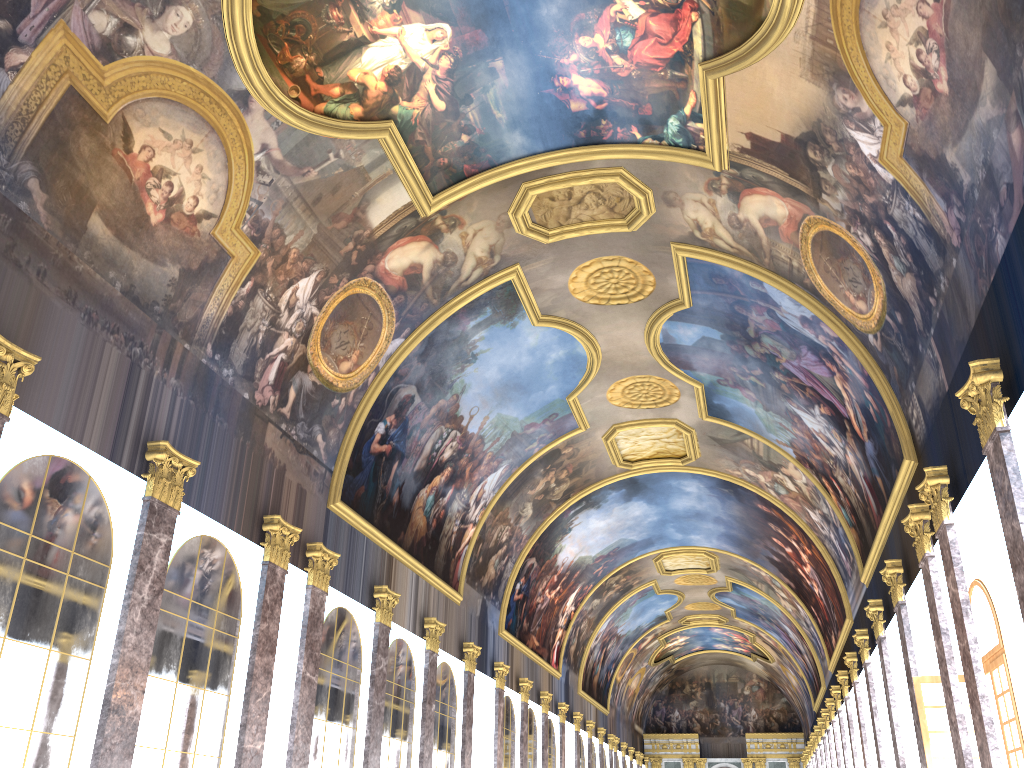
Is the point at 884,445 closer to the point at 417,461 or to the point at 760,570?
the point at 417,461
